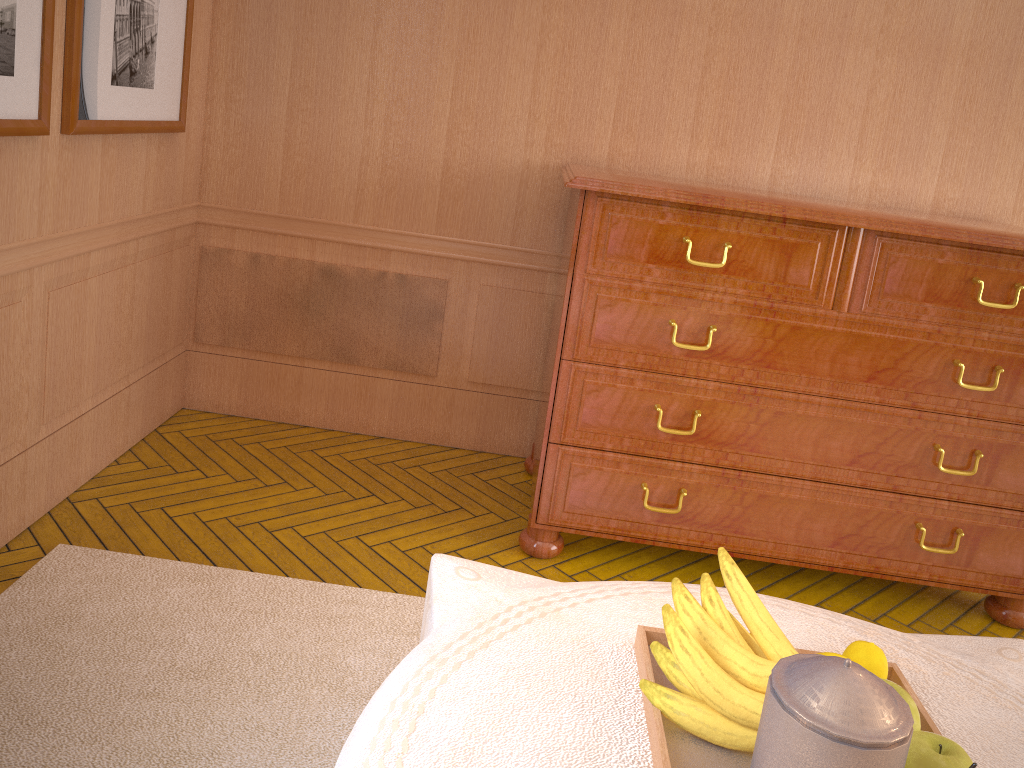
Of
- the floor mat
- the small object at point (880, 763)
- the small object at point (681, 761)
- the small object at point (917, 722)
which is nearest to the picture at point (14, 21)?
the floor mat

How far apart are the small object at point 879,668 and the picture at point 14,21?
3.39m

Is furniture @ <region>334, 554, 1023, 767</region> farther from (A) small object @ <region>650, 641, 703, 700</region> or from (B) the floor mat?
(B) the floor mat

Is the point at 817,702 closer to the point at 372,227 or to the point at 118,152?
the point at 118,152

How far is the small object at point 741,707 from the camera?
1.9m

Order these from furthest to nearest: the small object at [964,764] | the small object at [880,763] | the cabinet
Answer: the cabinet → the small object at [964,764] → the small object at [880,763]

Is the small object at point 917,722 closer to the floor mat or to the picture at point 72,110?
the floor mat

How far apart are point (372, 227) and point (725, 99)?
2.3 meters

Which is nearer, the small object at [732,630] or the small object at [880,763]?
the small object at [880,763]

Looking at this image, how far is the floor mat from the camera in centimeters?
300cm
